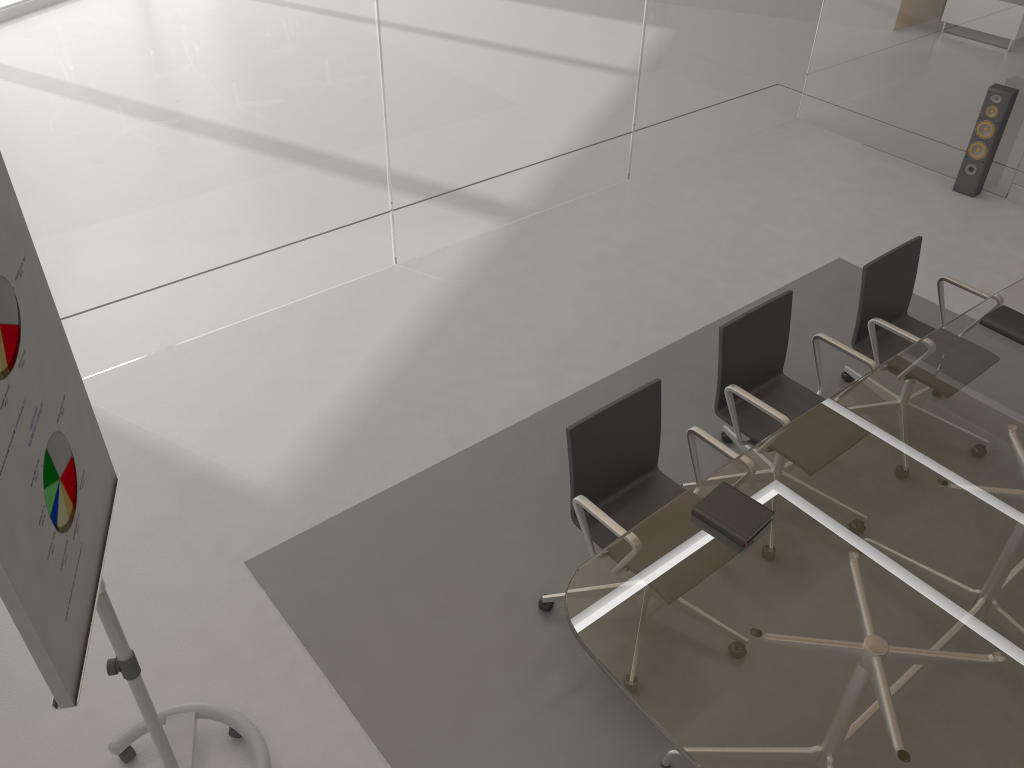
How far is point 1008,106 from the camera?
5.56m

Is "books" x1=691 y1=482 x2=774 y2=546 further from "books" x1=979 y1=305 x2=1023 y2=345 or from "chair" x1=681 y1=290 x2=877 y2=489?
"books" x1=979 y1=305 x2=1023 y2=345

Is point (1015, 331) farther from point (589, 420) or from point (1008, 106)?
point (1008, 106)

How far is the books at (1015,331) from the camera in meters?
3.4

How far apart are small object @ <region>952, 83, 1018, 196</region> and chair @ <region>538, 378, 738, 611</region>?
4.0 meters

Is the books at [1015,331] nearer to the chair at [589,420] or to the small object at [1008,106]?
the chair at [589,420]

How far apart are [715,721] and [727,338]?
1.6m

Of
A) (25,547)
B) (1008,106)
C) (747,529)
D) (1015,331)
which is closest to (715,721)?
(747,529)

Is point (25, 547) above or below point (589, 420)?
above

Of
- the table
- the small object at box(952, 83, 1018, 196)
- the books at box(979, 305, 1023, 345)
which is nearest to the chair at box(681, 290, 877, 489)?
the table
